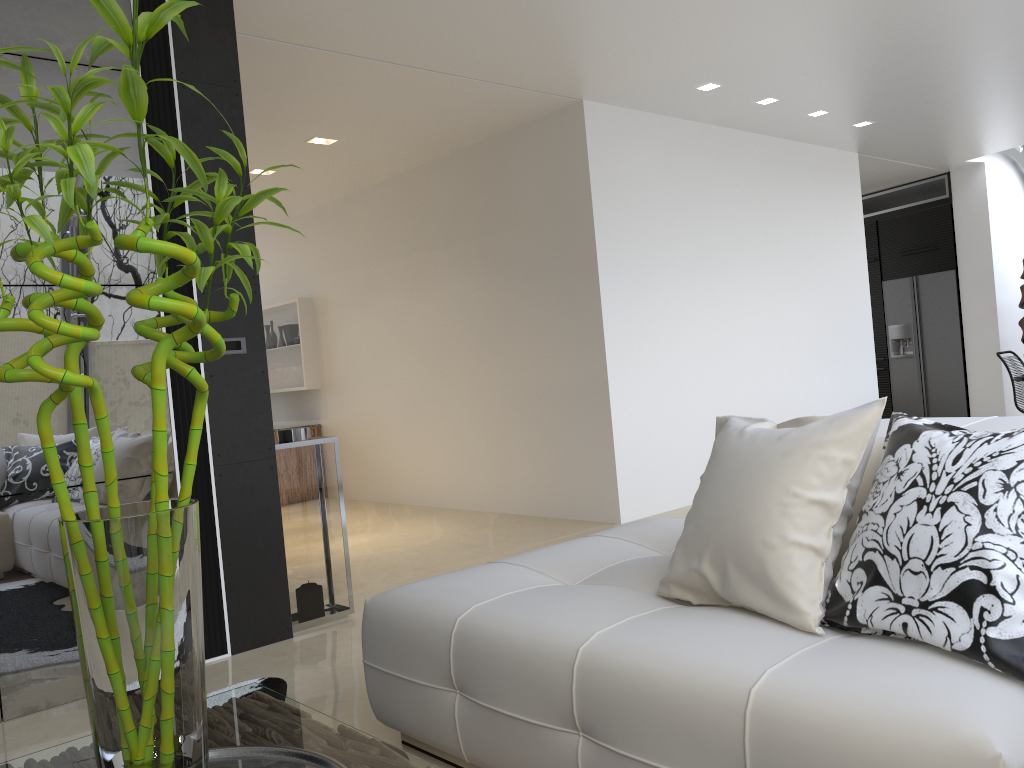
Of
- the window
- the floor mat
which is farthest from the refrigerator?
the floor mat

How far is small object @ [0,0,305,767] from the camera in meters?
1.2 m

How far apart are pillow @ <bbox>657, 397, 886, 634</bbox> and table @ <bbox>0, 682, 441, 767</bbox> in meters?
0.9

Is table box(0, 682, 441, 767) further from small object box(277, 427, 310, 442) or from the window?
the window

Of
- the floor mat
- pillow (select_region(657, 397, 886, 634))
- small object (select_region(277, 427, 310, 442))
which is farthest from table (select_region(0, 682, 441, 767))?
small object (select_region(277, 427, 310, 442))

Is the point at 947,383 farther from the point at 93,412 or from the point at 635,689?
the point at 635,689

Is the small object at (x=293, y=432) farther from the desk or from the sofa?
the desk

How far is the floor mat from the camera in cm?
329

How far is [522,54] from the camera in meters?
5.1

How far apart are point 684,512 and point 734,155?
2.96m
